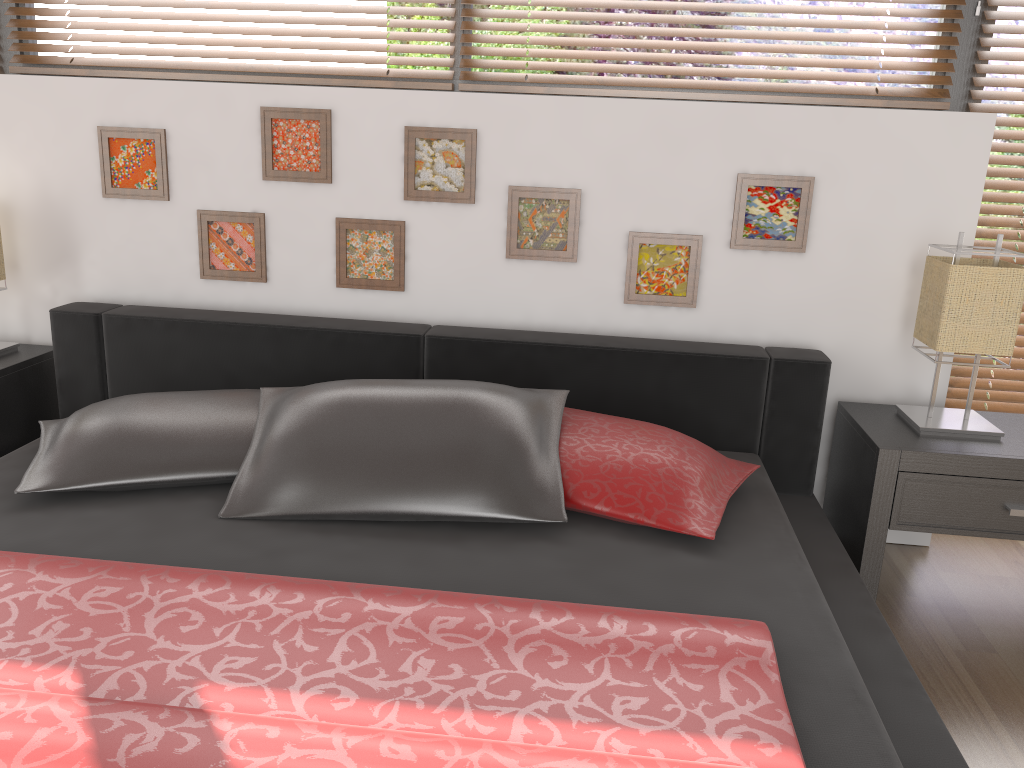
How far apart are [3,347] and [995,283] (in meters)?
2.65

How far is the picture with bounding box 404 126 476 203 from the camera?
2.43m

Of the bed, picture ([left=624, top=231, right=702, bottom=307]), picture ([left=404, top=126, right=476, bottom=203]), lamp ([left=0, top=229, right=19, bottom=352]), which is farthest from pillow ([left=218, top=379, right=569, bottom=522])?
lamp ([left=0, top=229, right=19, bottom=352])

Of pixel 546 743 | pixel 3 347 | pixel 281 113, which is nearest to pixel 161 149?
pixel 281 113

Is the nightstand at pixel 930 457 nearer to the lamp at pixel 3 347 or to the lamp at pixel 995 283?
the lamp at pixel 995 283

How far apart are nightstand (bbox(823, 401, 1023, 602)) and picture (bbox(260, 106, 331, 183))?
1.6 meters

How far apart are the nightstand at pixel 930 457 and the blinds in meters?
0.3

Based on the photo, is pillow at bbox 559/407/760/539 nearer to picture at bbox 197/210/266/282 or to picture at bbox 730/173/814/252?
picture at bbox 730/173/814/252

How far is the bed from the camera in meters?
1.1

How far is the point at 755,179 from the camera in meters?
2.4 m
